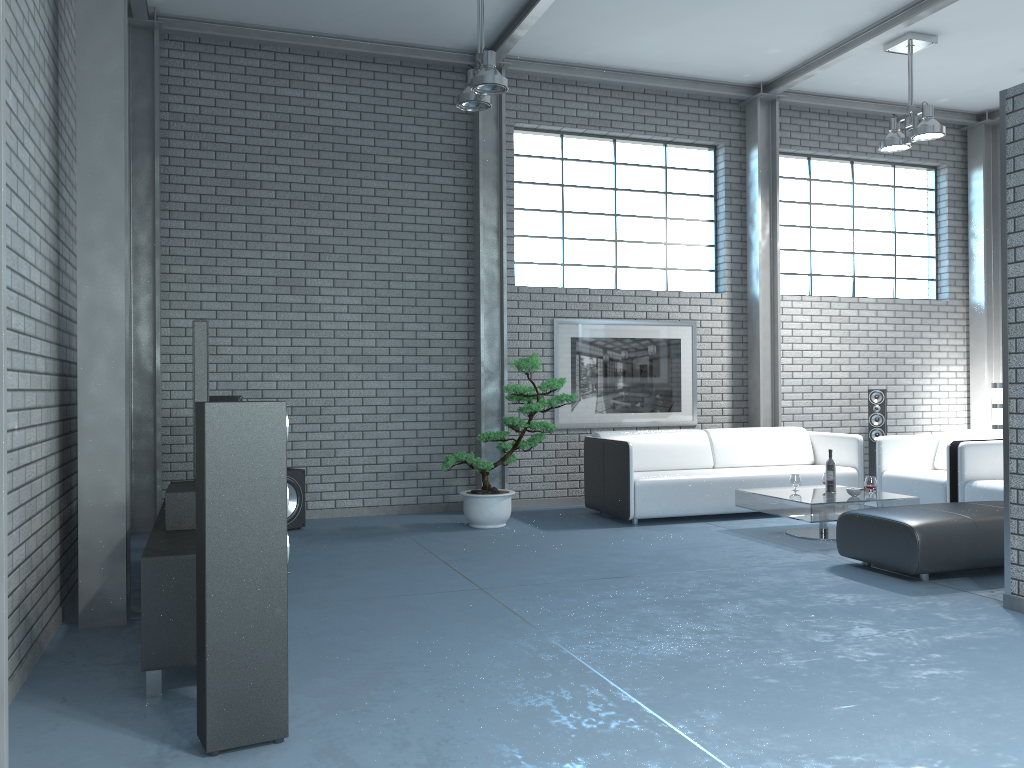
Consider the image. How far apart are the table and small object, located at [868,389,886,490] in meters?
2.3

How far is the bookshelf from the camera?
3.10m

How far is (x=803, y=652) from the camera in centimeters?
359cm

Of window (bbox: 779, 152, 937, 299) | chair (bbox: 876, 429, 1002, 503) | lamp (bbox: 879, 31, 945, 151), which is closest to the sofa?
chair (bbox: 876, 429, 1002, 503)

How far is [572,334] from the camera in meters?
8.2

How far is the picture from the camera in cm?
819

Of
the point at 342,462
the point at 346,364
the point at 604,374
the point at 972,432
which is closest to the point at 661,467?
the point at 604,374

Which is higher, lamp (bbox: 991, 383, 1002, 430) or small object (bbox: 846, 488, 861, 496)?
lamp (bbox: 991, 383, 1002, 430)

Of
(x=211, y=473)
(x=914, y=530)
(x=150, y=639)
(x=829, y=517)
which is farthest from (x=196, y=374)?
(x=829, y=517)

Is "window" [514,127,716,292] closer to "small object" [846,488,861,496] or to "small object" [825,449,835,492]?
"small object" [825,449,835,492]
